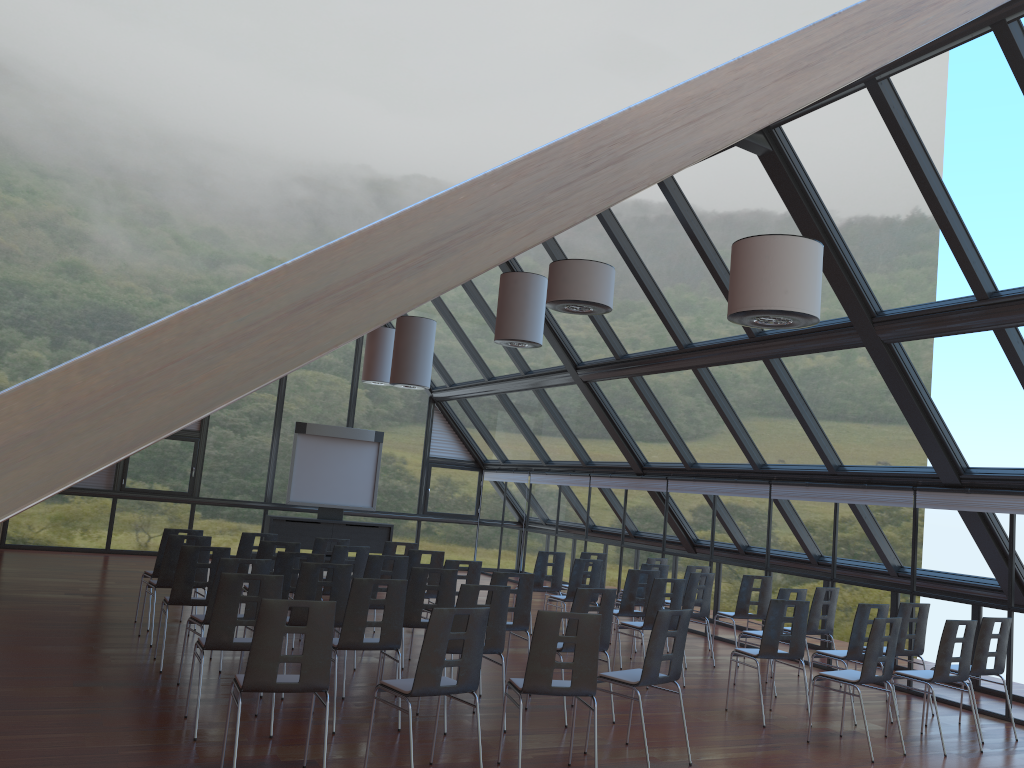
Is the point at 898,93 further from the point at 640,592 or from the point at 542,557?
the point at 542,557

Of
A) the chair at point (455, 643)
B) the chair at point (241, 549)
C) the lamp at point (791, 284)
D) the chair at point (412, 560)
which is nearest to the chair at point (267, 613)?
the chair at point (455, 643)

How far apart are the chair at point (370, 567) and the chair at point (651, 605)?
2.6 meters

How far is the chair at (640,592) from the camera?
12.21m

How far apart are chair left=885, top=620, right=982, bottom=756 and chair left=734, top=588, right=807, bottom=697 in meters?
1.8 m

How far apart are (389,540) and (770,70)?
17.3m

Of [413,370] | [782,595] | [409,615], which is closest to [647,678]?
[409,615]

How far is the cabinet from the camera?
17.6 meters

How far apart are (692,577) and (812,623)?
1.5m

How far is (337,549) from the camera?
10.4m
